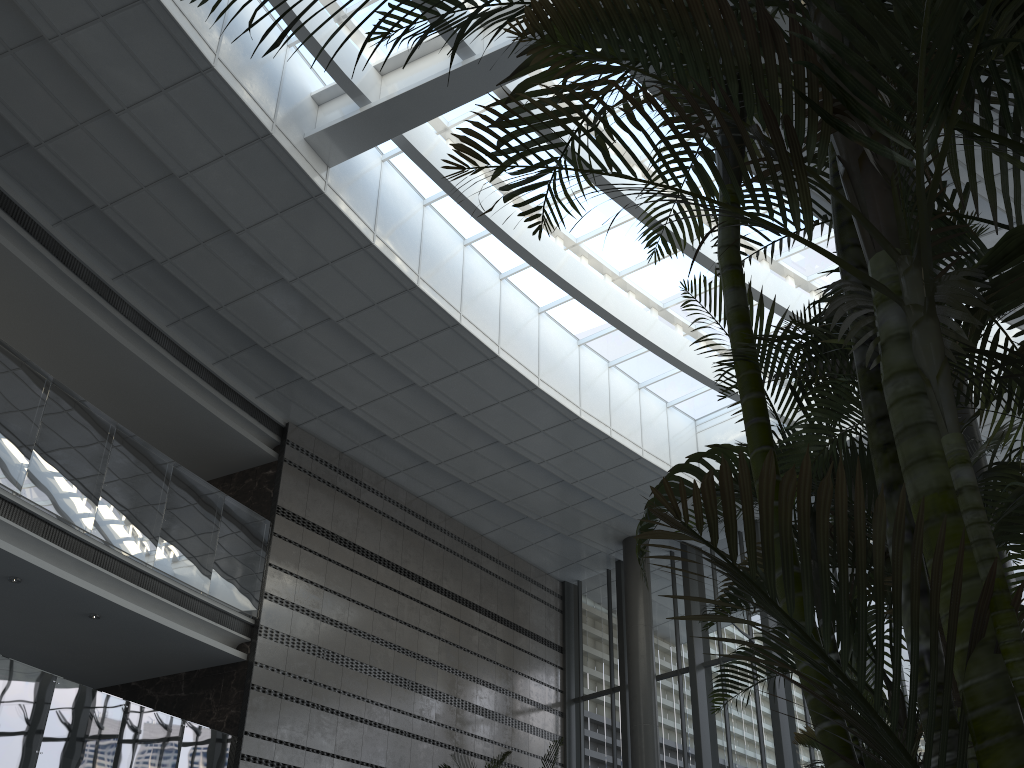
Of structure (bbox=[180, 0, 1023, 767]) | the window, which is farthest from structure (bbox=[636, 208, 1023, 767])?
the window

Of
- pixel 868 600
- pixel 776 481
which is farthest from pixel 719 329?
pixel 776 481

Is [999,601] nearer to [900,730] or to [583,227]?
[900,730]

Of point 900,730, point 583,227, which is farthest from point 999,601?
Answer: point 583,227

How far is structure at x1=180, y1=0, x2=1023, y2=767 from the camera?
0.9m

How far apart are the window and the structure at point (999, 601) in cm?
687

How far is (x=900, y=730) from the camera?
2.5m

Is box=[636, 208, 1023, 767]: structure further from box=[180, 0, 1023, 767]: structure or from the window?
the window

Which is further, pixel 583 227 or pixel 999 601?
pixel 583 227

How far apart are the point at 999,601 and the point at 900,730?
1.9 meters
